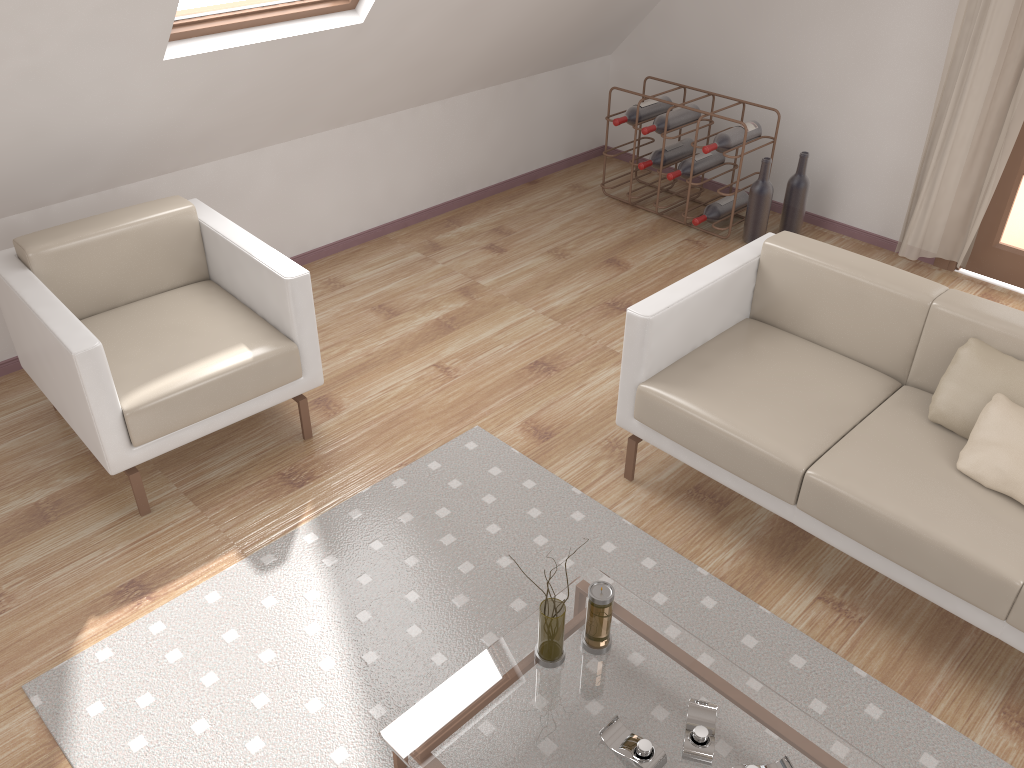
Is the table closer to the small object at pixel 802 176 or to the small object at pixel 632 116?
the small object at pixel 802 176

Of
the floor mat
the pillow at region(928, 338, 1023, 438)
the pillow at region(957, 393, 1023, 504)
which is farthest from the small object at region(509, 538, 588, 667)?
the pillow at region(928, 338, 1023, 438)

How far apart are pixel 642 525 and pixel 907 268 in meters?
2.4 m

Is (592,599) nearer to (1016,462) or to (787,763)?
(787,763)

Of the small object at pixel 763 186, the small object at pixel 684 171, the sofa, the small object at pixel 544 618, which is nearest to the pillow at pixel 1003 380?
the sofa

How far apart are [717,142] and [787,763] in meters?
3.2

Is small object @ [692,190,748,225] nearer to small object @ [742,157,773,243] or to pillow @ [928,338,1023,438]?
small object @ [742,157,773,243]

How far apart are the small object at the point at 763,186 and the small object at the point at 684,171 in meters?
0.3 m

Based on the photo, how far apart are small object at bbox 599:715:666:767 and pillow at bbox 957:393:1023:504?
1.13m

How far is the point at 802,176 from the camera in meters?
4.4 m
